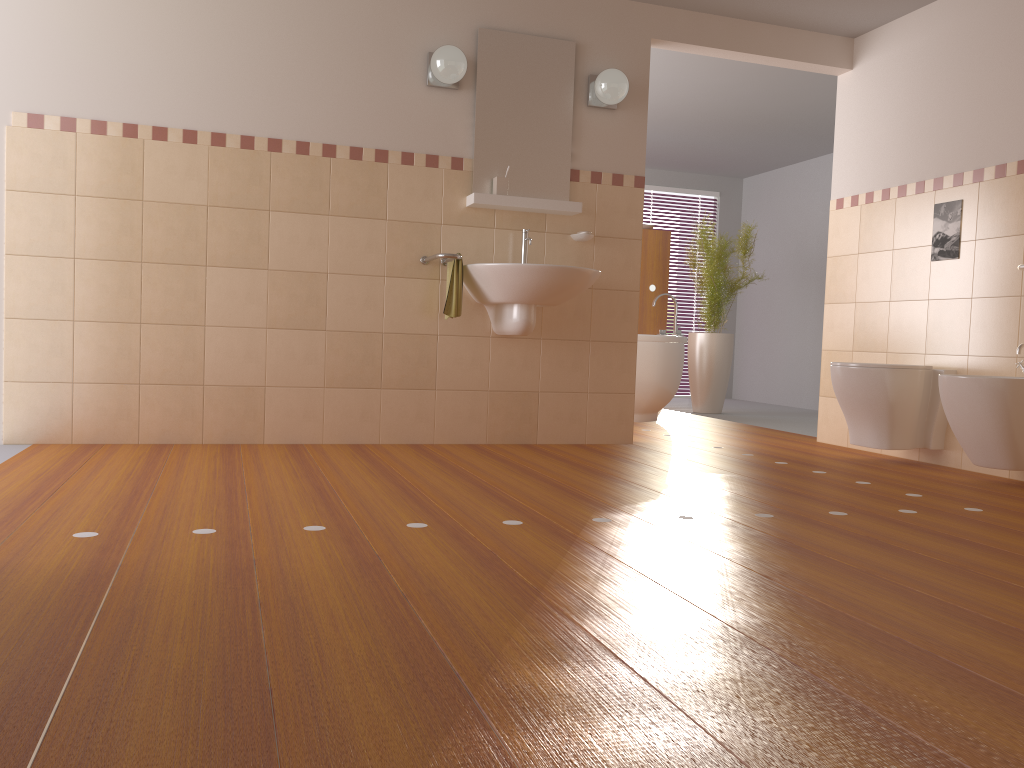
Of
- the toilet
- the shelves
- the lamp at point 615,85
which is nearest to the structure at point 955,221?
the toilet

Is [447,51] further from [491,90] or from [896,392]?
[896,392]

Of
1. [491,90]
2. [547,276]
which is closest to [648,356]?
[547,276]

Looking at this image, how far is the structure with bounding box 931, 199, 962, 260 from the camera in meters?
4.2

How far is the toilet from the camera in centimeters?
408cm

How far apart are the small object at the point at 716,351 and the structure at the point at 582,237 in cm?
241

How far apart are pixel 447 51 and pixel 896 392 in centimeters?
259cm

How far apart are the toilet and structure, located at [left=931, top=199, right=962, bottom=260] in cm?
Result: 55

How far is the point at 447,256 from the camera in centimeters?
396cm

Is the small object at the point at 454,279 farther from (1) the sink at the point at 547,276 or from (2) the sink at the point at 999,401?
(2) the sink at the point at 999,401
